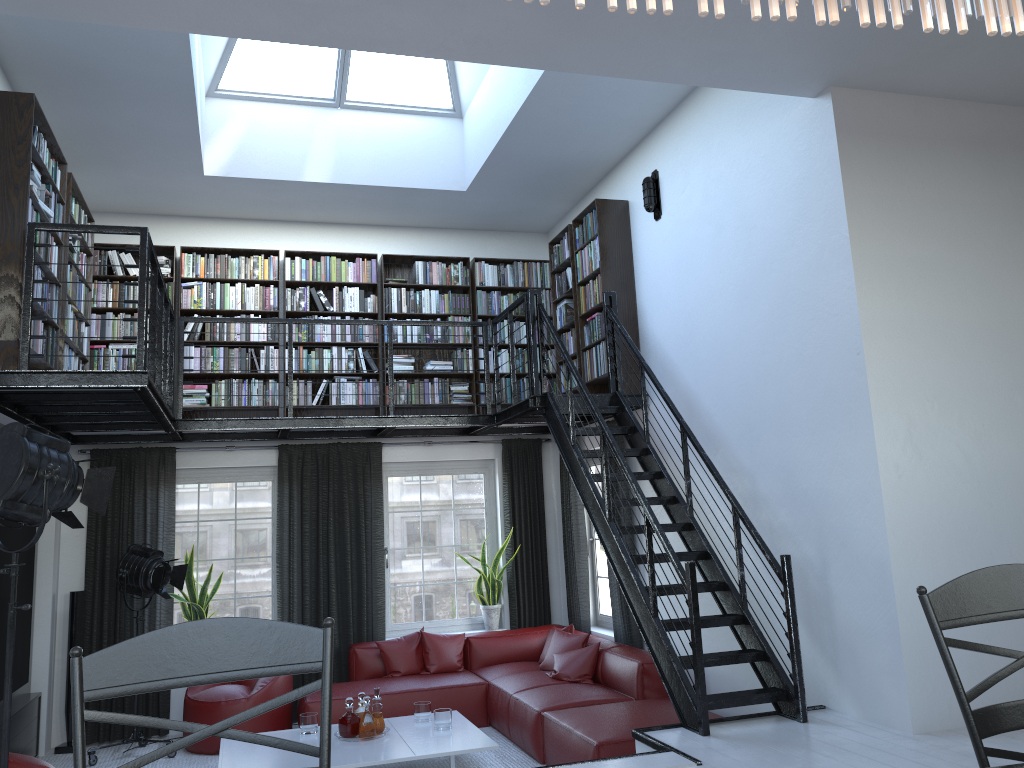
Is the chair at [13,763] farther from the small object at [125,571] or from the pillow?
the pillow

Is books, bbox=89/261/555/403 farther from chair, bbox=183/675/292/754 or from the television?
chair, bbox=183/675/292/754

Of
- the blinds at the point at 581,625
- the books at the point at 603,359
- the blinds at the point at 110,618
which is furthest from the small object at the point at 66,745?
the blinds at the point at 581,625

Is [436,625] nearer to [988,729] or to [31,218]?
[31,218]

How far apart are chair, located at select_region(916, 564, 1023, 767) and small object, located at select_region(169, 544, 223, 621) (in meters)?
6.76

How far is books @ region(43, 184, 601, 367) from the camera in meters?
5.7

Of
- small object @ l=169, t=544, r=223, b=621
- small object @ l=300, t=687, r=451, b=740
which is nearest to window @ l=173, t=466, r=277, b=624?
small object @ l=169, t=544, r=223, b=621

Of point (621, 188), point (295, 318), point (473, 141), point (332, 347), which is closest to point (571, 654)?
point (332, 347)

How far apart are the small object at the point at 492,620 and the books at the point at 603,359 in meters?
2.1

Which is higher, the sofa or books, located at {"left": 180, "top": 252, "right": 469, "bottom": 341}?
Result: books, located at {"left": 180, "top": 252, "right": 469, "bottom": 341}
